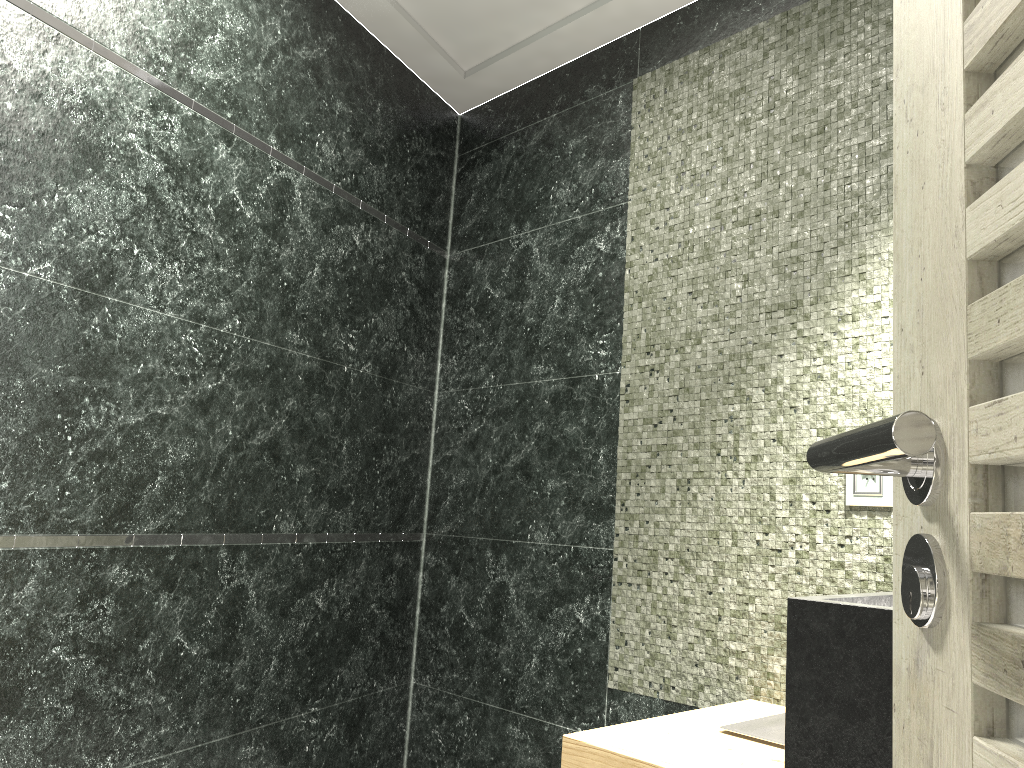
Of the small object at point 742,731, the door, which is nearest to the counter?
the small object at point 742,731

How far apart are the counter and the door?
0.75m

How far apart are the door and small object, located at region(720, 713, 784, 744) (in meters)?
1.23

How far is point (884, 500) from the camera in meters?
2.0

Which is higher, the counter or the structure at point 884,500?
the structure at point 884,500

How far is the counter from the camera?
1.3m

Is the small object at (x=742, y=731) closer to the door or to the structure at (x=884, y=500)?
the structure at (x=884, y=500)

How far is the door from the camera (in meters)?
0.47

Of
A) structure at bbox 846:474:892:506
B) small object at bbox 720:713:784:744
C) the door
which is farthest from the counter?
the door

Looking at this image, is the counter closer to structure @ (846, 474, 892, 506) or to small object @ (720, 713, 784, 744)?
small object @ (720, 713, 784, 744)
